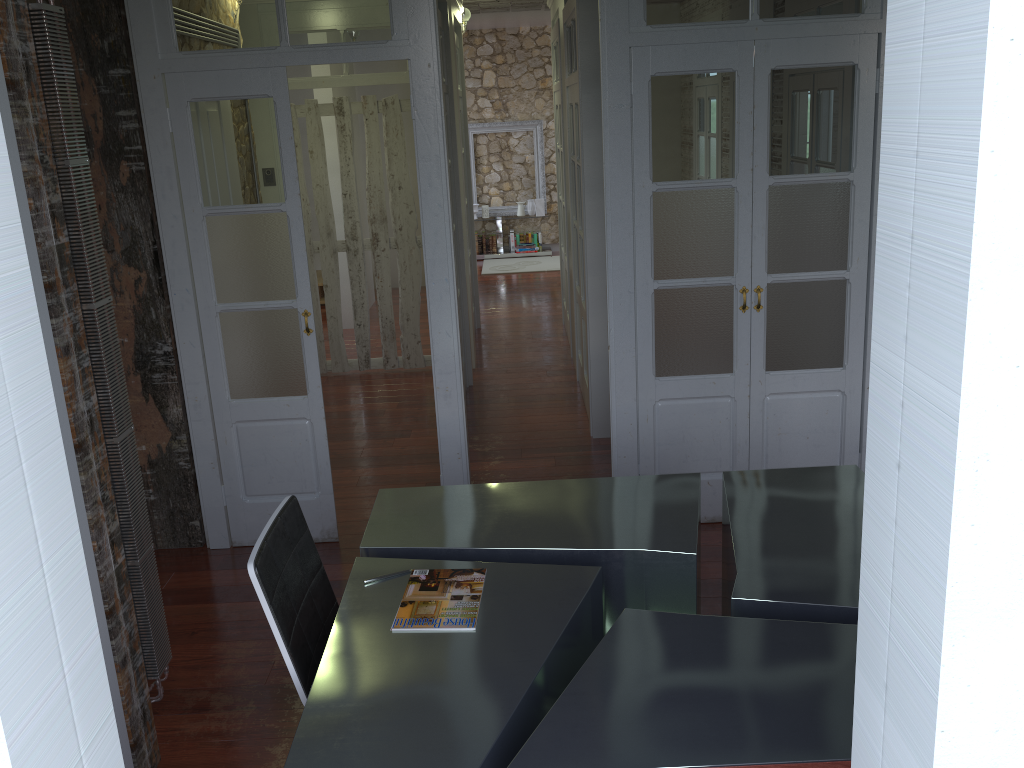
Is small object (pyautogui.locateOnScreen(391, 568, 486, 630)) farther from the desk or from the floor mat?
the floor mat

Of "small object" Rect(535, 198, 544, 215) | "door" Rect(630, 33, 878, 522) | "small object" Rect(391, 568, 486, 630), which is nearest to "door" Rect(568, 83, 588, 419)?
"door" Rect(630, 33, 878, 522)

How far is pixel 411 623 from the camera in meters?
2.4

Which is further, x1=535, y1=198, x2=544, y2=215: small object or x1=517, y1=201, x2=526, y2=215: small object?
x1=517, y1=201, x2=526, y2=215: small object

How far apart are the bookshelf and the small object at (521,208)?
0.4 meters

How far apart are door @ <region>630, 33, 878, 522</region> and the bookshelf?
1.7 meters

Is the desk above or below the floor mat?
above

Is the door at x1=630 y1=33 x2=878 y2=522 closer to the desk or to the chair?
the desk

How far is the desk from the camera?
1.91m

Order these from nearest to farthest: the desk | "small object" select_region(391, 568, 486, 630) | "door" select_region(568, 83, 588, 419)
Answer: the desk < "small object" select_region(391, 568, 486, 630) < "door" select_region(568, 83, 588, 419)
